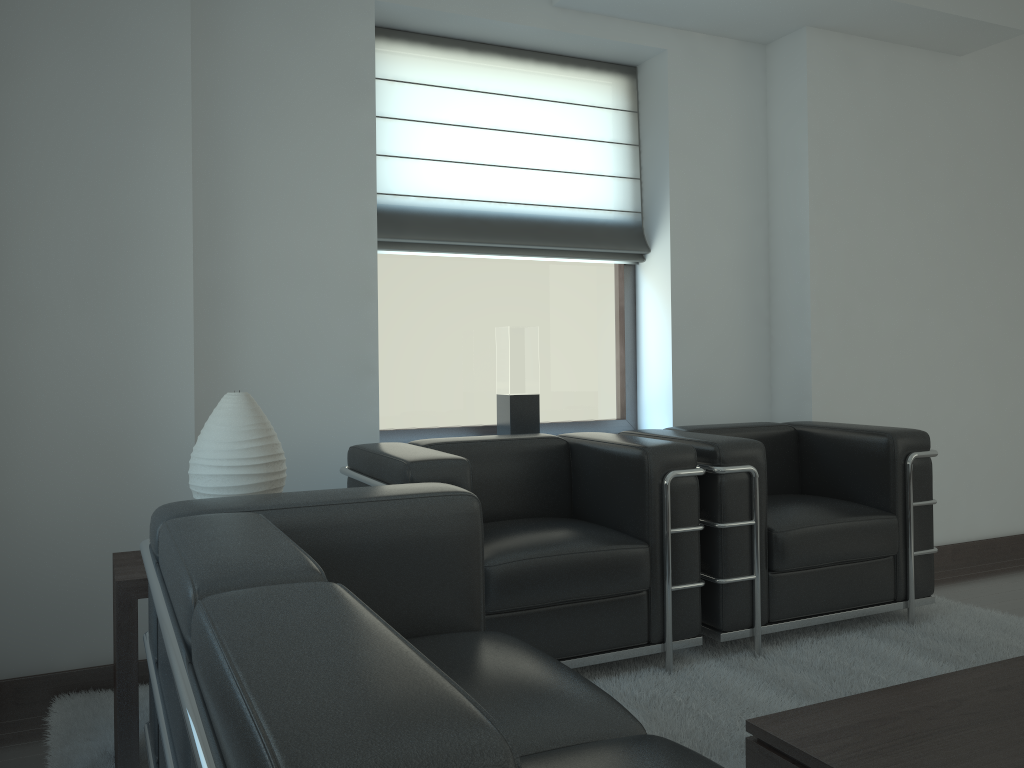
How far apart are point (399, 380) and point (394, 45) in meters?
2.2

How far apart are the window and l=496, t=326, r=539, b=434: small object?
0.2 meters

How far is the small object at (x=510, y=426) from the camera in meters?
5.8

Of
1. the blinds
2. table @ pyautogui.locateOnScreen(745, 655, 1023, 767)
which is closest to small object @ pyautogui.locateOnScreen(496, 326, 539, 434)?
the blinds

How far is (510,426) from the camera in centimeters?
581cm

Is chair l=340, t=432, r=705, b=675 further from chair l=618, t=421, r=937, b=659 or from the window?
the window

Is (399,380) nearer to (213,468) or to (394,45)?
(394,45)

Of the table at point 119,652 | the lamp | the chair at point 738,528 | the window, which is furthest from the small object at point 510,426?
the table at point 119,652

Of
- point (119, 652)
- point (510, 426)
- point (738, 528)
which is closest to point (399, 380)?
point (510, 426)

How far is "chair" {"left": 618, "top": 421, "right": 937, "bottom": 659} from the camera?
4.6 meters
